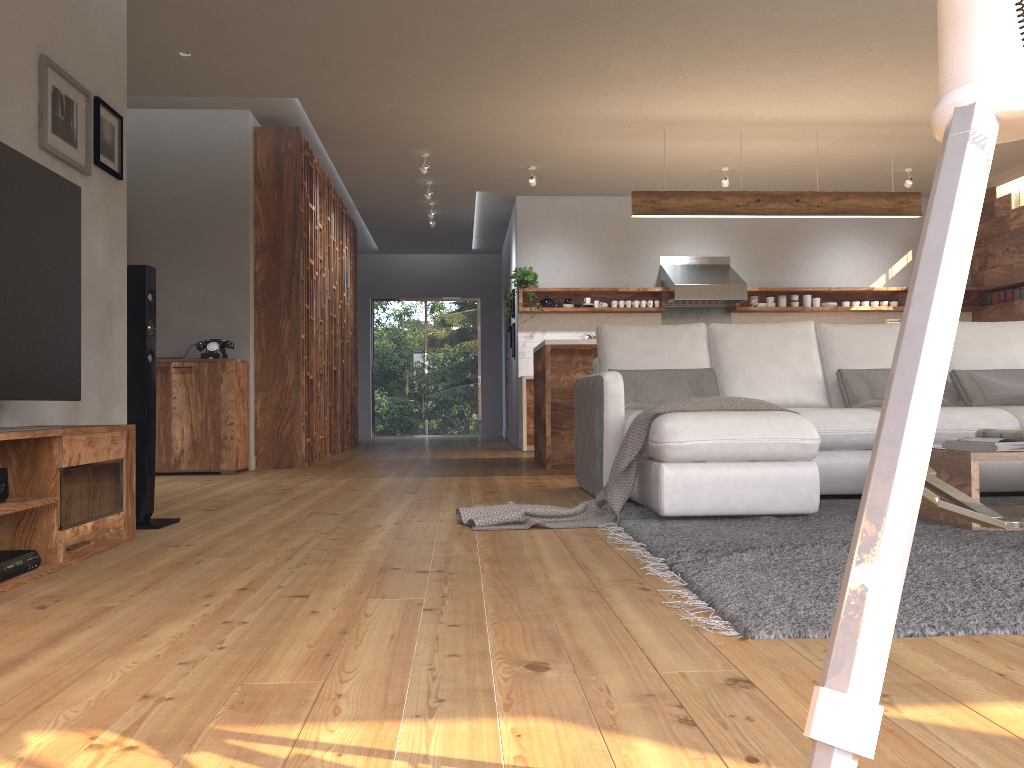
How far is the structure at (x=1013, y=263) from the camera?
9.34m

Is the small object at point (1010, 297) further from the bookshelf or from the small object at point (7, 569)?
the small object at point (7, 569)

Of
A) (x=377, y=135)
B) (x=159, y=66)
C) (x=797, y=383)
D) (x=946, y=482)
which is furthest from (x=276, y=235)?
(x=946, y=482)

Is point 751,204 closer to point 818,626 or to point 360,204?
point 360,204

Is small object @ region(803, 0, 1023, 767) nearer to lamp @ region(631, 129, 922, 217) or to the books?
the books

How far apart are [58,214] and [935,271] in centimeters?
303cm

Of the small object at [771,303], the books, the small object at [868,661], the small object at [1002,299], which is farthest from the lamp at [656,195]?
the small object at [868,661]

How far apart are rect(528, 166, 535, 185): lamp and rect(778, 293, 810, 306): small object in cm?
329

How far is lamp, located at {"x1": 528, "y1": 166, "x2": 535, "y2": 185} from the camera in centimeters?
839cm

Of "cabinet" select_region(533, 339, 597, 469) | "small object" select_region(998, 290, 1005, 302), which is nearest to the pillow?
"cabinet" select_region(533, 339, 597, 469)
